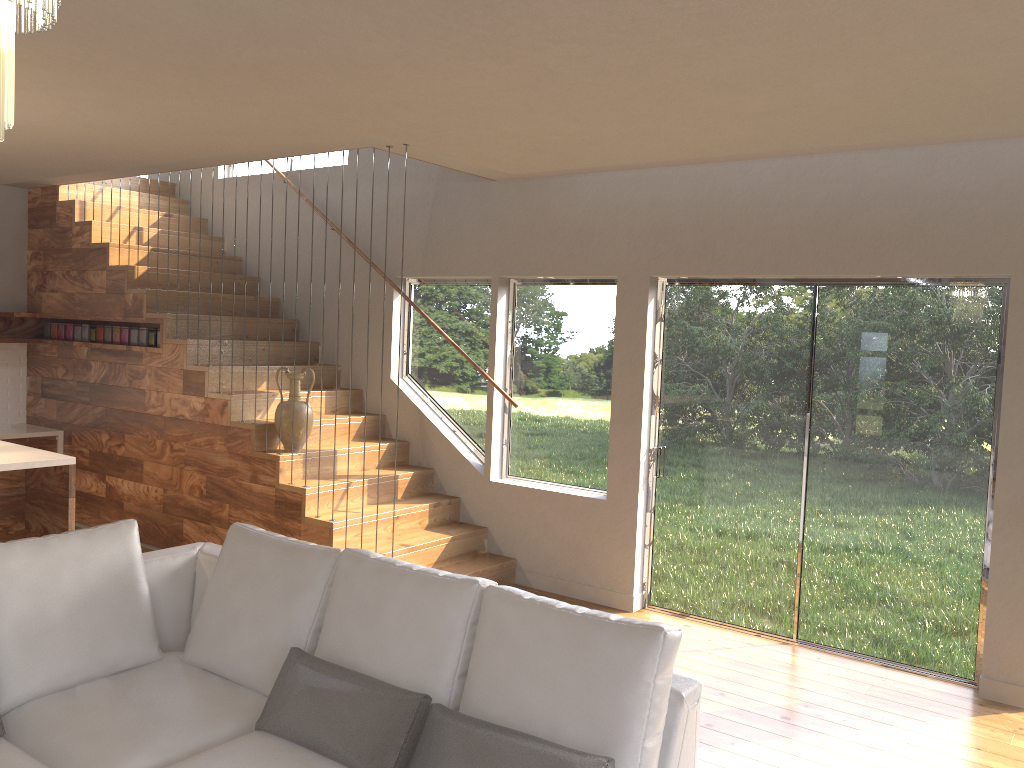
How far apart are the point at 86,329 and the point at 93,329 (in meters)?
0.10

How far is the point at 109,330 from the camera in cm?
698

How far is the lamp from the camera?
1.38m

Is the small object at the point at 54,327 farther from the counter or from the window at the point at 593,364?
the window at the point at 593,364

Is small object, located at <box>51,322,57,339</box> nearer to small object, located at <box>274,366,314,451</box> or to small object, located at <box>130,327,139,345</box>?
small object, located at <box>130,327,139,345</box>

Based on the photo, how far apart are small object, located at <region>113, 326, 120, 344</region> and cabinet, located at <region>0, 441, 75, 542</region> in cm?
189

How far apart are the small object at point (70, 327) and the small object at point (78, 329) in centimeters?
10cm

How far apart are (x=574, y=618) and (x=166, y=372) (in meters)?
4.83

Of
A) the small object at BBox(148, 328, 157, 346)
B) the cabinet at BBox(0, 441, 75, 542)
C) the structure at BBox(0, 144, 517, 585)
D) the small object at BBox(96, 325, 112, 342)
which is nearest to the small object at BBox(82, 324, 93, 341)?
the structure at BBox(0, 144, 517, 585)

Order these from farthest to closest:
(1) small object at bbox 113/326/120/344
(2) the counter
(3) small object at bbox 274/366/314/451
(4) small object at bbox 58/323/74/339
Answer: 1. (4) small object at bbox 58/323/74/339
2. (2) the counter
3. (1) small object at bbox 113/326/120/344
4. (3) small object at bbox 274/366/314/451
